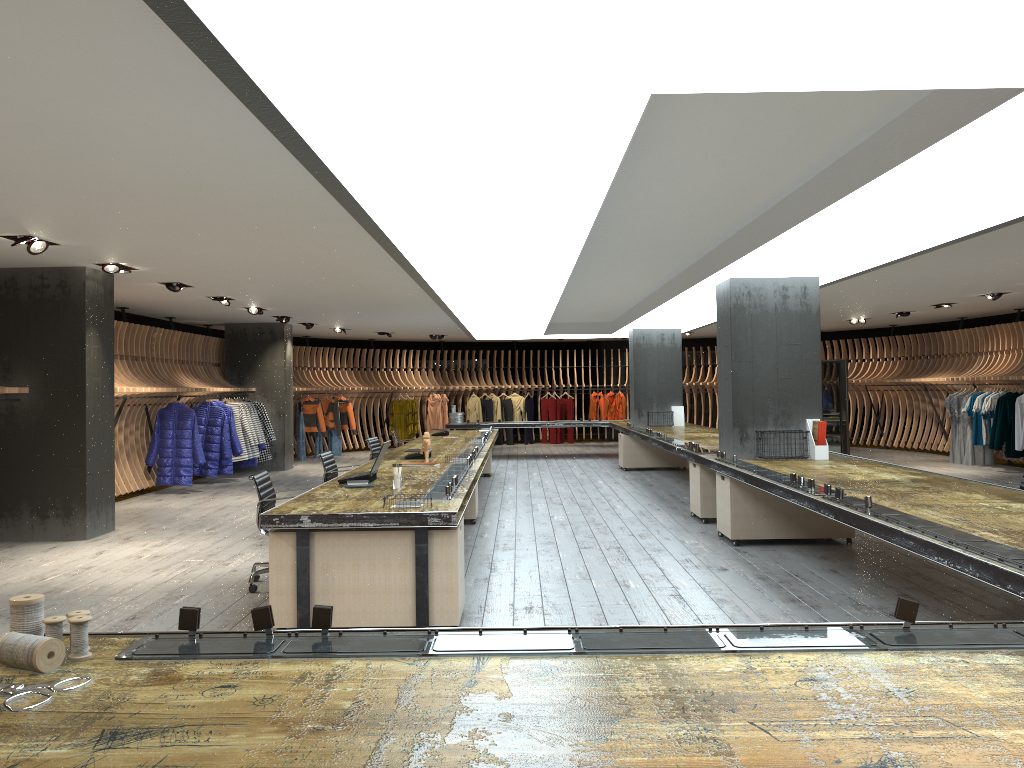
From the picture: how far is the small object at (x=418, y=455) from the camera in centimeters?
917cm

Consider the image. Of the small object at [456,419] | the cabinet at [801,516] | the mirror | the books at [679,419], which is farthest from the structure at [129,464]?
the cabinet at [801,516]

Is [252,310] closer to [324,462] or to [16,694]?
[324,462]

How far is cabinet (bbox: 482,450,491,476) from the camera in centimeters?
1484cm

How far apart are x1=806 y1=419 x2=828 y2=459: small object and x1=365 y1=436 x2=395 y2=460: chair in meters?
5.4

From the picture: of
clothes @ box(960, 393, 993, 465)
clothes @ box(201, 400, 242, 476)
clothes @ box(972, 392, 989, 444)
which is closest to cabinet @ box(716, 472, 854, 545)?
clothes @ box(972, 392, 989, 444)

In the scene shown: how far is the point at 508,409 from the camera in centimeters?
2318cm

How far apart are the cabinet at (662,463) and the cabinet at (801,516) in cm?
687

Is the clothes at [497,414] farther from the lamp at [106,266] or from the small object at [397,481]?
the small object at [397,481]

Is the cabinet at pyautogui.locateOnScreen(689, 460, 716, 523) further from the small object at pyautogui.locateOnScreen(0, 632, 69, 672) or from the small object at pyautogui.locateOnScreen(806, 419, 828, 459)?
the small object at pyautogui.locateOnScreen(0, 632, 69, 672)
